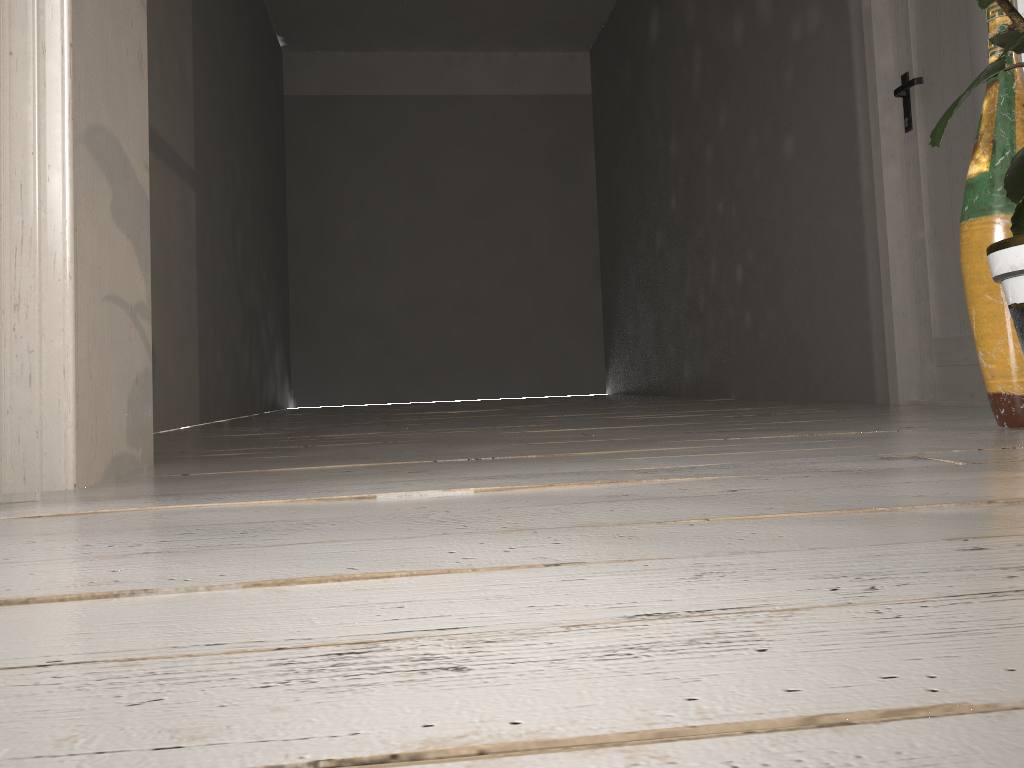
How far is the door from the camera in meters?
2.8

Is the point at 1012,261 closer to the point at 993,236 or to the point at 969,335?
the point at 993,236

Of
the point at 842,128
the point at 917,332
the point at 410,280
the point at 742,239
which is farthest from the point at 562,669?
the point at 410,280

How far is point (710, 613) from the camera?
0.5m

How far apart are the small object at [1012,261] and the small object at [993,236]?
0.34m

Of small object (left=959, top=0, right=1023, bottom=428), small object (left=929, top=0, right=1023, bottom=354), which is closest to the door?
small object (left=959, top=0, right=1023, bottom=428)

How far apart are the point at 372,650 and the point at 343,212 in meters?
7.2

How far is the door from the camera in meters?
2.8 m

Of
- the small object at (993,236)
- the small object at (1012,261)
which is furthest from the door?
the small object at (1012,261)

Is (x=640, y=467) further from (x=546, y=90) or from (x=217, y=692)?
(x=546, y=90)
